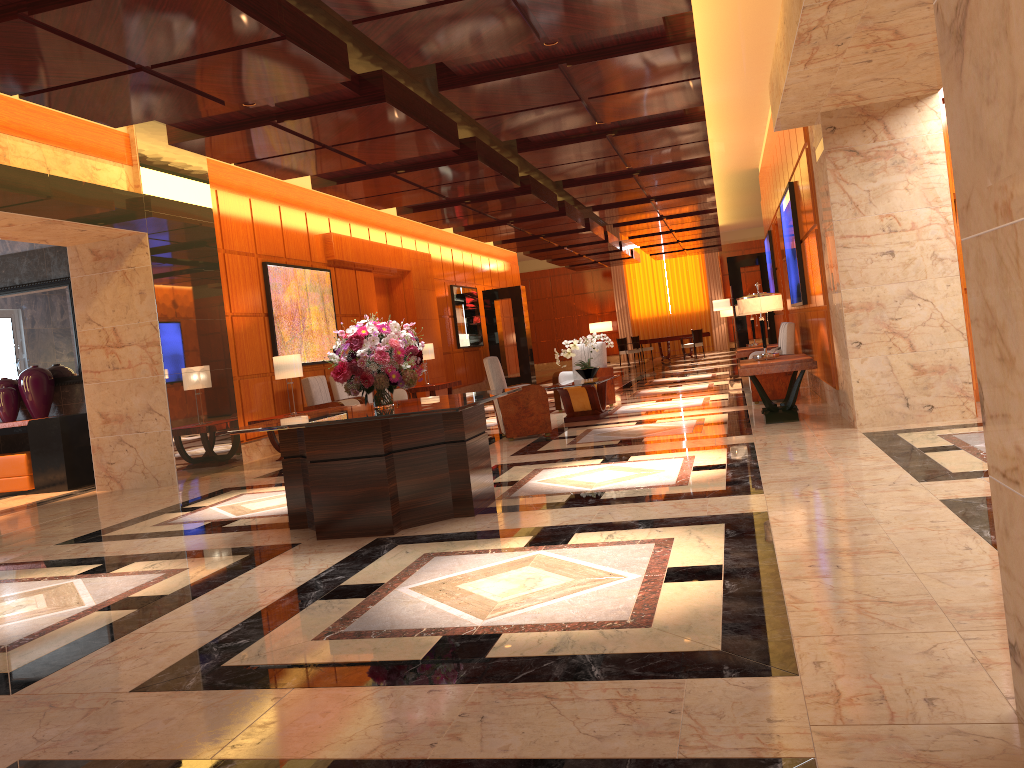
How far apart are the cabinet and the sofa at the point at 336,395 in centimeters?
353cm

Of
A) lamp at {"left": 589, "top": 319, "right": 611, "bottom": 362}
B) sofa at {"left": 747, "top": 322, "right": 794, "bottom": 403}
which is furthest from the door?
lamp at {"left": 589, "top": 319, "right": 611, "bottom": 362}

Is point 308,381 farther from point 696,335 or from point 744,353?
point 696,335

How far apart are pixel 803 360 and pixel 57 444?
8.3 meters

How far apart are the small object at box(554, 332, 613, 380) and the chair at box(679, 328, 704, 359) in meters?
15.3

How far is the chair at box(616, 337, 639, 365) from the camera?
27.6 meters

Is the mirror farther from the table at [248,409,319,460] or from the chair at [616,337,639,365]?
the chair at [616,337,639,365]

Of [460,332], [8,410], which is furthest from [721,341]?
[8,410]

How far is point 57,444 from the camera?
10.3m

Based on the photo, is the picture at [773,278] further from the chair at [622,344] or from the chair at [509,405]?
the chair at [622,344]
